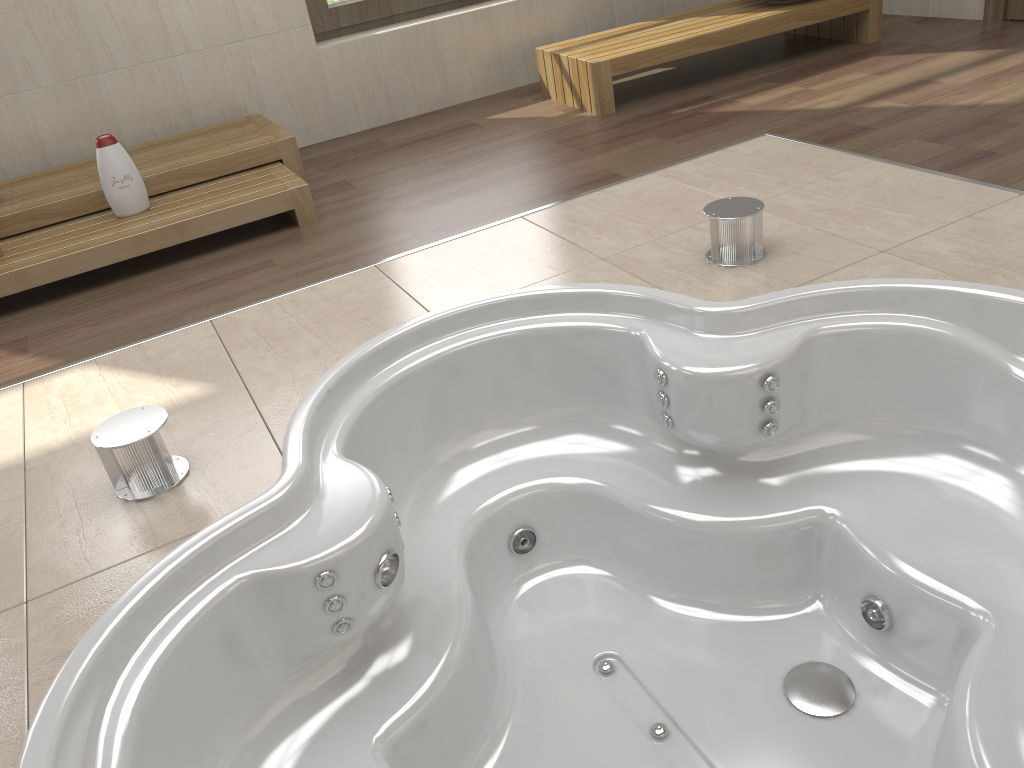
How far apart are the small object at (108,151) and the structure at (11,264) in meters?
0.0 m

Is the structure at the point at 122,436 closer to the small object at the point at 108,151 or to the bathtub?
the bathtub

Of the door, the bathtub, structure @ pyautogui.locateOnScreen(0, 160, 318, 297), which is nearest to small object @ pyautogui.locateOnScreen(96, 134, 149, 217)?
structure @ pyautogui.locateOnScreen(0, 160, 318, 297)

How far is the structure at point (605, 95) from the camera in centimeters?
369cm

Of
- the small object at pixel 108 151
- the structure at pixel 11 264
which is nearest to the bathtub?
the structure at pixel 11 264

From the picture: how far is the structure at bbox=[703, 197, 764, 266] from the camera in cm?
221

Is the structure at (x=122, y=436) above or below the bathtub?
above

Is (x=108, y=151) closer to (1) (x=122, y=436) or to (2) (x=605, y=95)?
(1) (x=122, y=436)

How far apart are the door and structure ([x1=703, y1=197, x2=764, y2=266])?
2.63m

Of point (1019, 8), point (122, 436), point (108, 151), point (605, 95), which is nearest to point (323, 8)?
point (605, 95)
